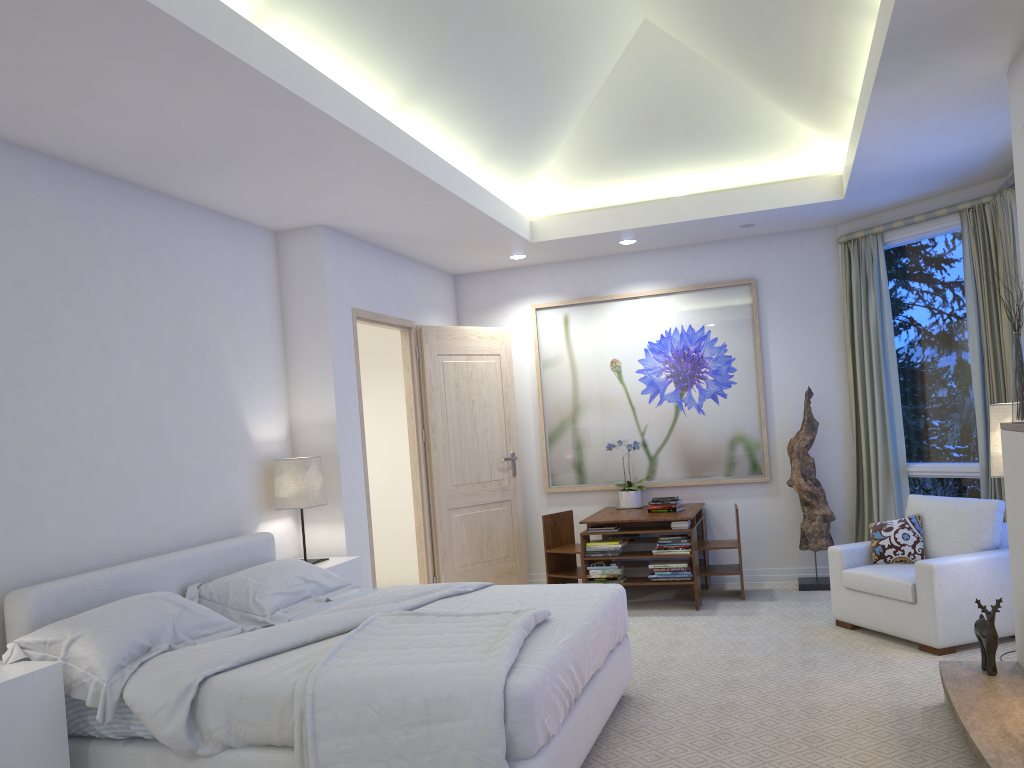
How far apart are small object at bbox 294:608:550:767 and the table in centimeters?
252cm

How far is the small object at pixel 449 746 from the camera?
2.57m

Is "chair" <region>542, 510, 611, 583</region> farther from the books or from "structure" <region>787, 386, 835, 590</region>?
"structure" <region>787, 386, 835, 590</region>

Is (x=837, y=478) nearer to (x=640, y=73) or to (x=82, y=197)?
(x=640, y=73)

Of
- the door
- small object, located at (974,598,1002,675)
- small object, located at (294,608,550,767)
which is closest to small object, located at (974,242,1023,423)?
small object, located at (974,598,1002,675)

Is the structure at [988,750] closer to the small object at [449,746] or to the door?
the small object at [449,746]

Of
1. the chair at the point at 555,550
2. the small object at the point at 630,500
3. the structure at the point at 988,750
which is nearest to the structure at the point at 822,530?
the small object at the point at 630,500

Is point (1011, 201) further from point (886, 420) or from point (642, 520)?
point (642, 520)

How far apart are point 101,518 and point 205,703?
1.19m

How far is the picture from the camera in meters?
6.4 m
